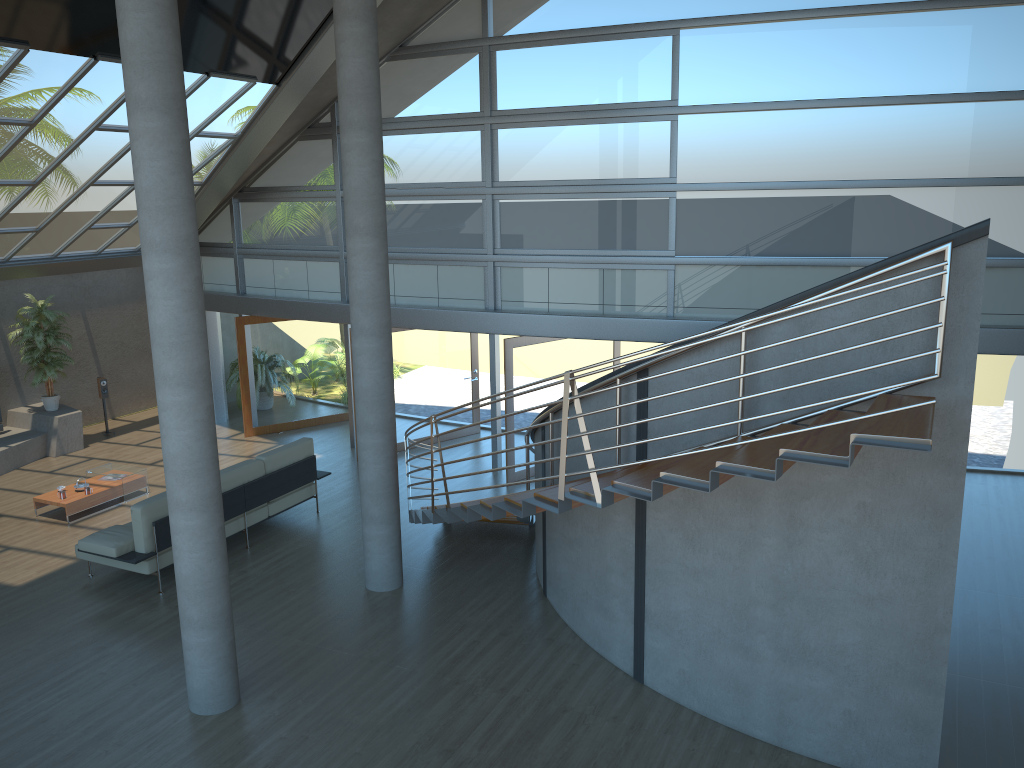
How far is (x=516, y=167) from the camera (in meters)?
11.54

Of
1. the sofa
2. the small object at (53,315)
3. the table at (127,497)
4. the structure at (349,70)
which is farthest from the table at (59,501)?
the structure at (349,70)

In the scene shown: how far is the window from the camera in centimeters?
975cm

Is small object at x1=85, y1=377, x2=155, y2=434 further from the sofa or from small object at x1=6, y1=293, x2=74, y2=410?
the sofa

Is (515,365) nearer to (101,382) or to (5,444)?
(101,382)

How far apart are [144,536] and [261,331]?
6.14m

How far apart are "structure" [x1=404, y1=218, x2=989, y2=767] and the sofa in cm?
255

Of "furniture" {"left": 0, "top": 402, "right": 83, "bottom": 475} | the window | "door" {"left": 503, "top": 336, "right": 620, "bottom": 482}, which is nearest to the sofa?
"door" {"left": 503, "top": 336, "right": 620, "bottom": 482}

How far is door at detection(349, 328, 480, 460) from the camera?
13.37m

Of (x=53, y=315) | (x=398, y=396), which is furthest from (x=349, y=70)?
(x=53, y=315)
